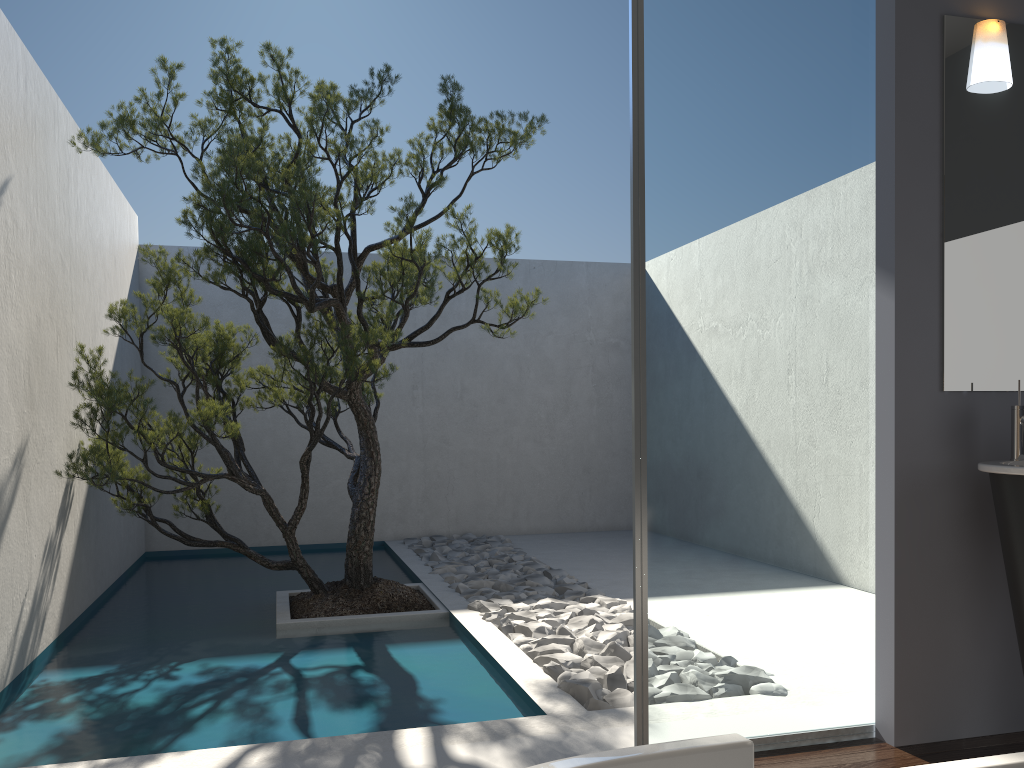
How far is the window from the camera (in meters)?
2.89

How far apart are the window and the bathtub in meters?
1.6 m

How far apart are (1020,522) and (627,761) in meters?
2.1 m

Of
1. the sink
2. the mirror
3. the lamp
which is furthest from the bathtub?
the lamp

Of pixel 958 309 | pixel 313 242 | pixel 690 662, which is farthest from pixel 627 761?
pixel 313 242

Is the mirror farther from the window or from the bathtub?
the bathtub

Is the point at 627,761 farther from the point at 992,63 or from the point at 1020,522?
the point at 992,63

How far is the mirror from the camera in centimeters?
305cm

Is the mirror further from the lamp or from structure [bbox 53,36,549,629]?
structure [bbox 53,36,549,629]

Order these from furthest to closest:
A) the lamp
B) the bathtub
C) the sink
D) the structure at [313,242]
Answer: the structure at [313,242], the lamp, the sink, the bathtub
